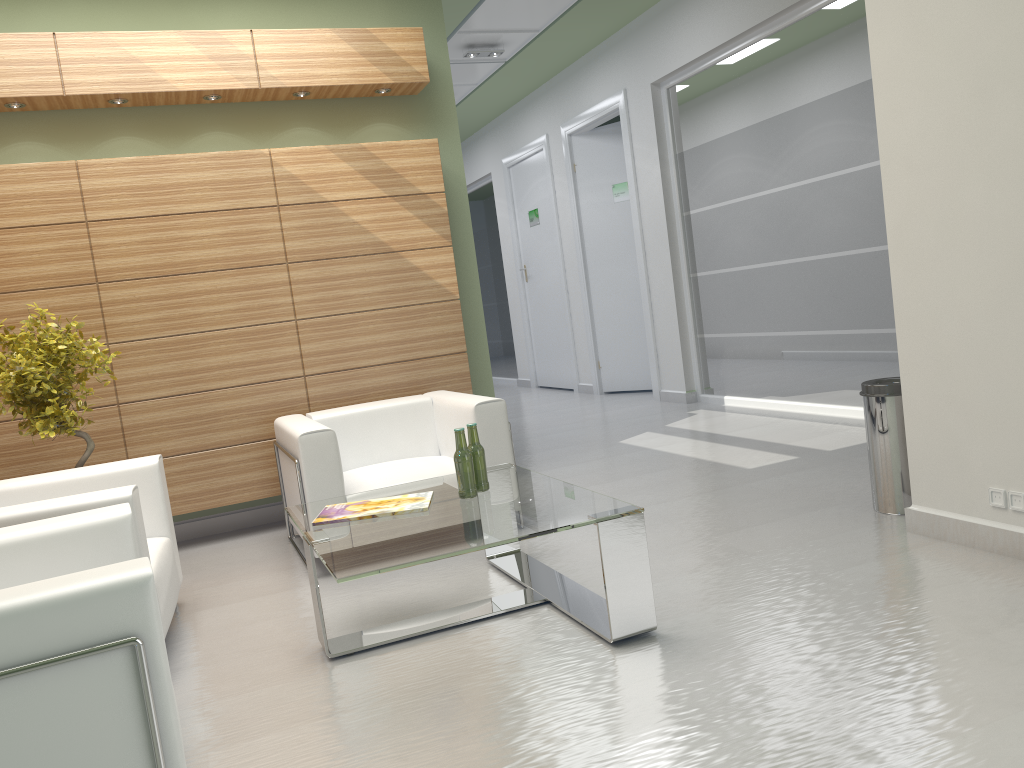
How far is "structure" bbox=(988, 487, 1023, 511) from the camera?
5.57m

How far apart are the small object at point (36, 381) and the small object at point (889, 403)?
6.2 meters

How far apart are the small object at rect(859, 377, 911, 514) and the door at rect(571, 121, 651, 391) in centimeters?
991cm

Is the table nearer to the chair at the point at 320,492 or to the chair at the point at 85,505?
the chair at the point at 320,492

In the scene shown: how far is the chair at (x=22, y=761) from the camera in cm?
311

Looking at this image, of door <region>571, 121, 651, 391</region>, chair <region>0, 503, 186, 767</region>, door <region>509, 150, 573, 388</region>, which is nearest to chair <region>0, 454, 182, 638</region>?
chair <region>0, 503, 186, 767</region>

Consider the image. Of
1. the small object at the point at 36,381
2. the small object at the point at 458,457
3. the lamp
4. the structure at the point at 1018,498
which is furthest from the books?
the lamp

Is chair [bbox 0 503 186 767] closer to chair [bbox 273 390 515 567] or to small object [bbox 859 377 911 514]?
chair [bbox 273 390 515 567]

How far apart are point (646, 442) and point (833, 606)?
6.4m

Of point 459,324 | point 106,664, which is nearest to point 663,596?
point 106,664
